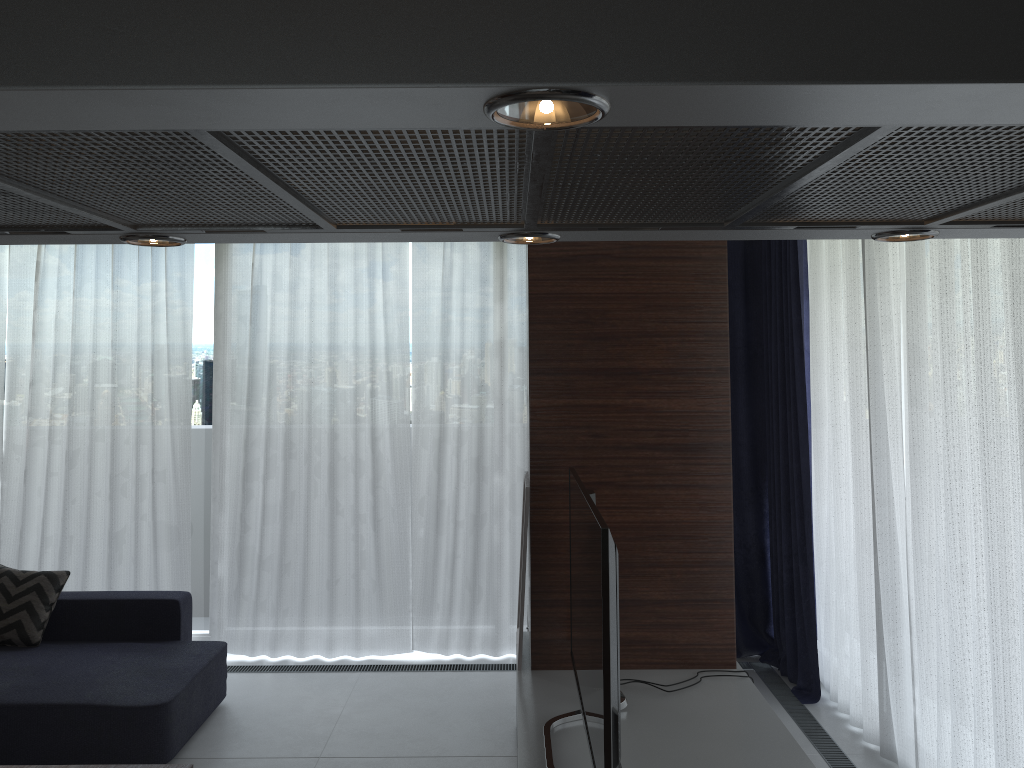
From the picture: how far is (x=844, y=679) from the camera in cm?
430

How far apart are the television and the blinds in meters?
1.2

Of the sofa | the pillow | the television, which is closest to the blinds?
the sofa

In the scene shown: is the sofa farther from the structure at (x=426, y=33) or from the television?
the structure at (x=426, y=33)

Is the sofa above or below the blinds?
below

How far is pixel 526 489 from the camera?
3.5m

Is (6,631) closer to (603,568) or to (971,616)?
(603,568)

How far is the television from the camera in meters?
2.2 m

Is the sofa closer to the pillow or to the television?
the pillow

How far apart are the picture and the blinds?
1.5 meters
